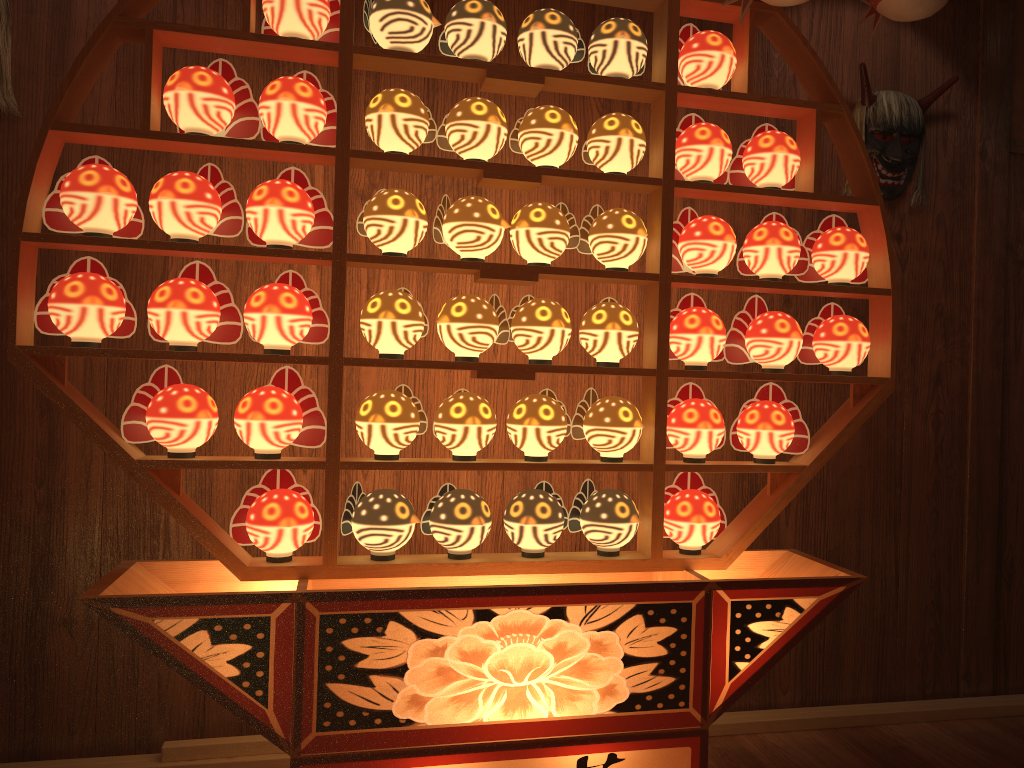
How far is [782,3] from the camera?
1.9 meters

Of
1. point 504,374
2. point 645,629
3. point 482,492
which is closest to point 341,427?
point 482,492

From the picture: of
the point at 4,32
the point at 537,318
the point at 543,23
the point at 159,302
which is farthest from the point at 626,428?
the point at 4,32

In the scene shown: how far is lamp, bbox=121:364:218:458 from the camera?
1.8m

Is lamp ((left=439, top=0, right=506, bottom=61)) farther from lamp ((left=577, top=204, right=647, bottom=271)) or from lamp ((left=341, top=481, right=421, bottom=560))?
lamp ((left=341, top=481, right=421, bottom=560))

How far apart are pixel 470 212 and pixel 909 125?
1.6 meters

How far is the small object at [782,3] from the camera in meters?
1.9

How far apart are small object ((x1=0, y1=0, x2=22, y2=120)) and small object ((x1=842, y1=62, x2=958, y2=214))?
2.40m

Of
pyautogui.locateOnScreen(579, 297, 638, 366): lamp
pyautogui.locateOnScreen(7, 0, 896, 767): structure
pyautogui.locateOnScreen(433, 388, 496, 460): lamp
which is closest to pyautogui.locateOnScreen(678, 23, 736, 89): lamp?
pyautogui.locateOnScreen(7, 0, 896, 767): structure

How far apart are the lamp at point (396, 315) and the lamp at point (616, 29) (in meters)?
0.68
